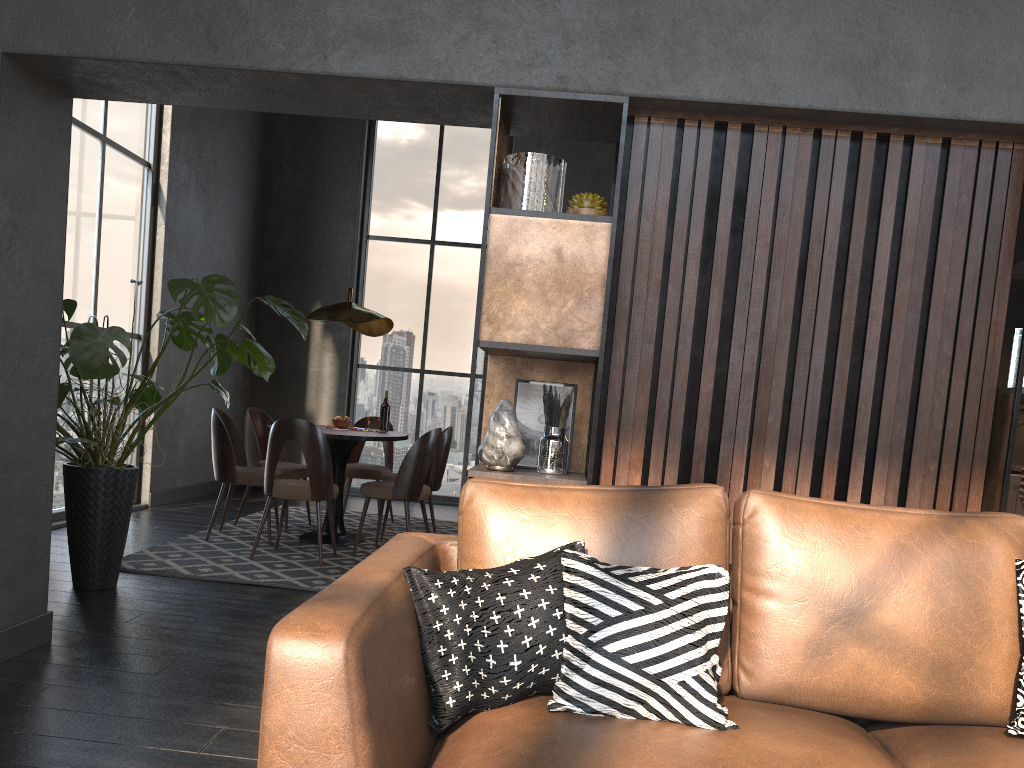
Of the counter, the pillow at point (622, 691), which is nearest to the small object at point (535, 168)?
the pillow at point (622, 691)

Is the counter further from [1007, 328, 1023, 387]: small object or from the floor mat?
the floor mat

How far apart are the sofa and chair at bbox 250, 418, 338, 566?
2.9m

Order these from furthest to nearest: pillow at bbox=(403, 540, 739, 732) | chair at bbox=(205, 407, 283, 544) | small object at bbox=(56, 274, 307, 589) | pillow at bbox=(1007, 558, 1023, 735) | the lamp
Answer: the lamp, chair at bbox=(205, 407, 283, 544), small object at bbox=(56, 274, 307, 589), pillow at bbox=(1007, 558, 1023, 735), pillow at bbox=(403, 540, 739, 732)

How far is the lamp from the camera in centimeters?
592cm

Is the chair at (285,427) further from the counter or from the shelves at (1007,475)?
the counter

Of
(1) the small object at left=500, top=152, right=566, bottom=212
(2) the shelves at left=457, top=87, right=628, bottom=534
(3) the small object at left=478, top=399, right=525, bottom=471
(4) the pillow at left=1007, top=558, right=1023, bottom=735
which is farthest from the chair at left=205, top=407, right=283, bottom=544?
(4) the pillow at left=1007, top=558, right=1023, bottom=735

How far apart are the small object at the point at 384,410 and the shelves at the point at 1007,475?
4.36m

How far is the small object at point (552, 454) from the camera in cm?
299

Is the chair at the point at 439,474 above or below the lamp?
below
